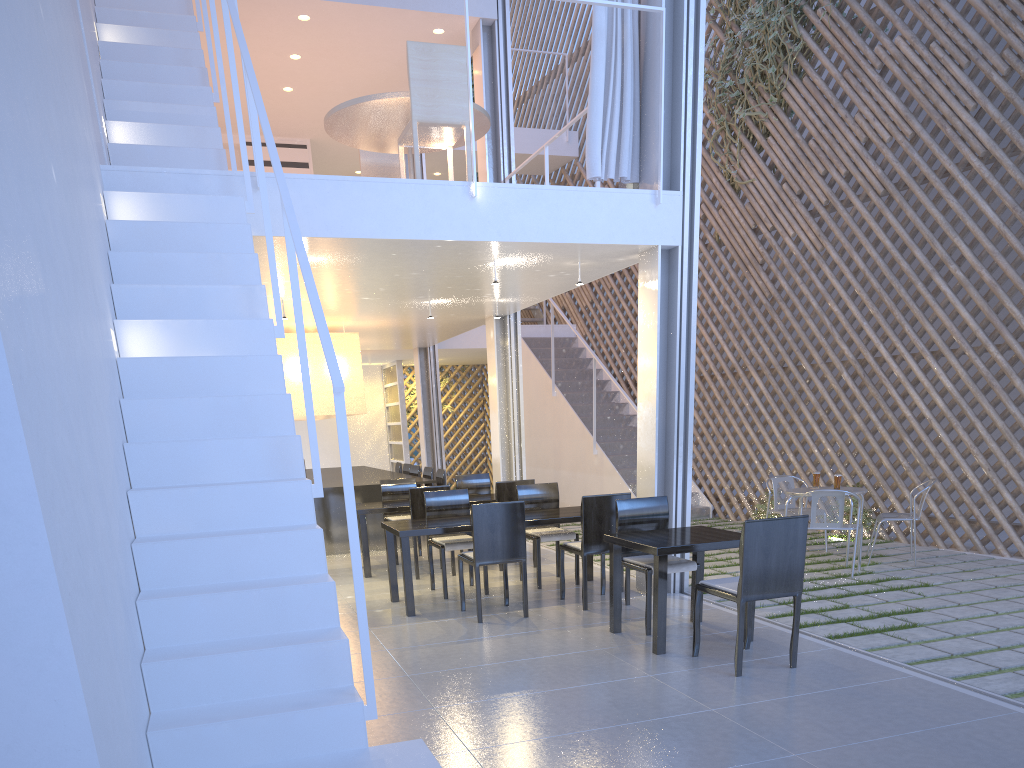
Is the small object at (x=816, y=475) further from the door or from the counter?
the door

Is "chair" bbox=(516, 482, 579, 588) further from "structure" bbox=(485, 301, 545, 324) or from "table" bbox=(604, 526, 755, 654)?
"structure" bbox=(485, 301, 545, 324)

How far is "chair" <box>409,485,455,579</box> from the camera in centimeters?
379cm

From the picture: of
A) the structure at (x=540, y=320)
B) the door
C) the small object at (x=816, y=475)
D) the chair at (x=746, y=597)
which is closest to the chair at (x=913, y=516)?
the small object at (x=816, y=475)

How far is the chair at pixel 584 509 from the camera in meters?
3.0

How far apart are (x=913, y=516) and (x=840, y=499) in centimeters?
46cm

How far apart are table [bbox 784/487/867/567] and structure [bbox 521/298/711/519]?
1.80m

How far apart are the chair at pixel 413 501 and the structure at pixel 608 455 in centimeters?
215cm

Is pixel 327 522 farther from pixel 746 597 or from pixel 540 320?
pixel 540 320

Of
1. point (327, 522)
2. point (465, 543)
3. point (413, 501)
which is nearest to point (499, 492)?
point (413, 501)
